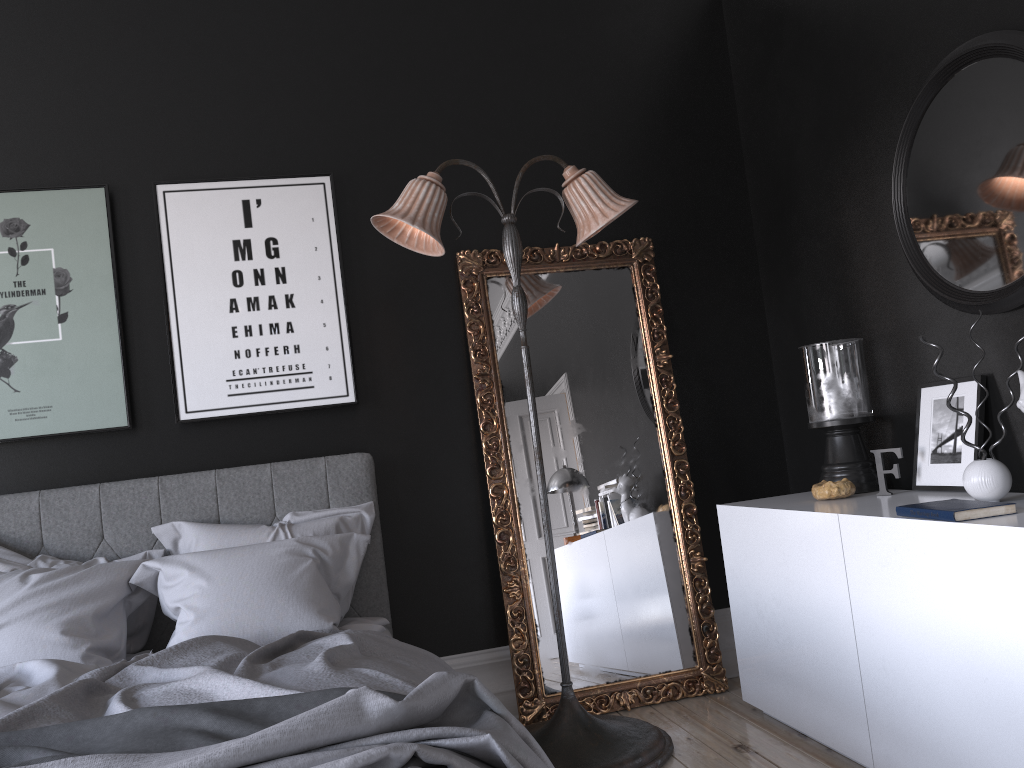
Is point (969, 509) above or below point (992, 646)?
above

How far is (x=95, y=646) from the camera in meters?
3.1

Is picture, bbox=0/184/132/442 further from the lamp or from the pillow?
the lamp

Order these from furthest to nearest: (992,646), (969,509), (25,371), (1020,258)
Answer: Answer: 1. (25,371)
2. (1020,258)
3. (969,509)
4. (992,646)

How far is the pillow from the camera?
3.1m

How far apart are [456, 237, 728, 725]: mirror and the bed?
0.5m

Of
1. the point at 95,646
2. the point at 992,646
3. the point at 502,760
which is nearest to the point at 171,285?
the point at 95,646

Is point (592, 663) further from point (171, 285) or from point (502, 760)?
point (171, 285)

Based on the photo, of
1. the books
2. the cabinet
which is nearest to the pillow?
the cabinet

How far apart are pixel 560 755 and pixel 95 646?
1.7m
